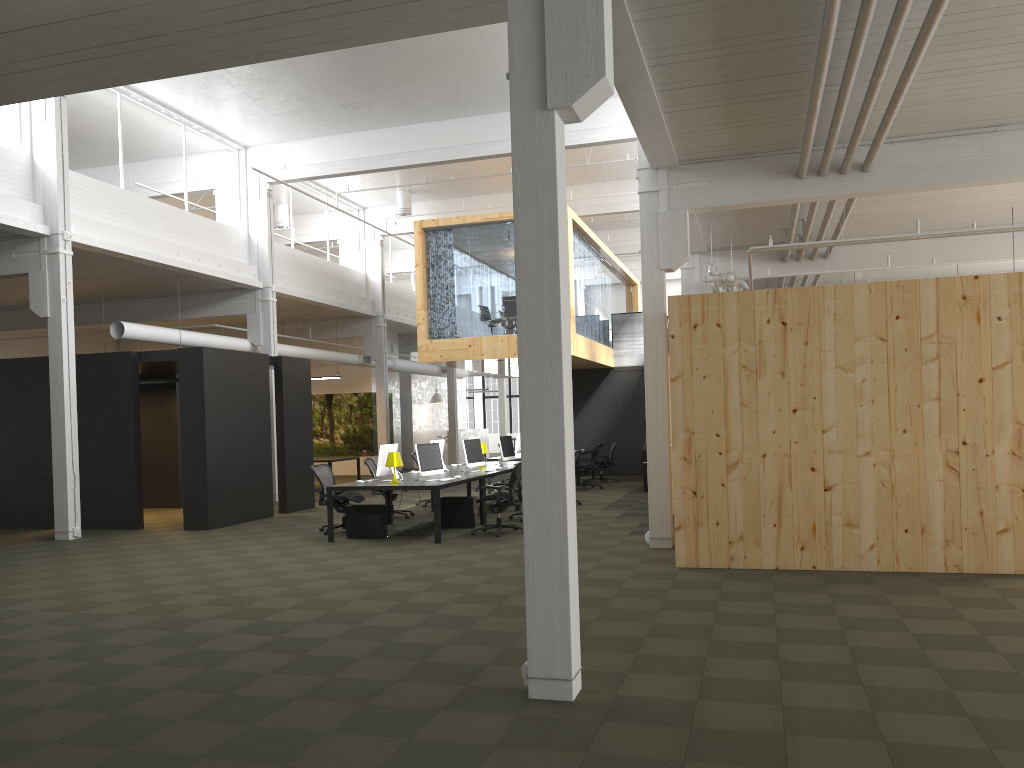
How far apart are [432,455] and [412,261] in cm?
1660

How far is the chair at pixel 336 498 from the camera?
12.7m

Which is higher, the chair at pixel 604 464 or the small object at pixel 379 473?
the small object at pixel 379 473

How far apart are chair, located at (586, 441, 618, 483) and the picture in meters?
8.7 m

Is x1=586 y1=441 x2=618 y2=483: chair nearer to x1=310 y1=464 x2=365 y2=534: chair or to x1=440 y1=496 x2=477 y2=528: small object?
x1=440 y1=496 x2=477 y2=528: small object

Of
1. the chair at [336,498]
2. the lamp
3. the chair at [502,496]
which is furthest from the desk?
the chair at [336,498]

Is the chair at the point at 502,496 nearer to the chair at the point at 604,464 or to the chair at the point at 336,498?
the chair at the point at 336,498

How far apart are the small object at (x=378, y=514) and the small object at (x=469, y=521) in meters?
1.1

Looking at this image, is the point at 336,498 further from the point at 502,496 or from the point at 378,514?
the point at 502,496

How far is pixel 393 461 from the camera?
11.9m
